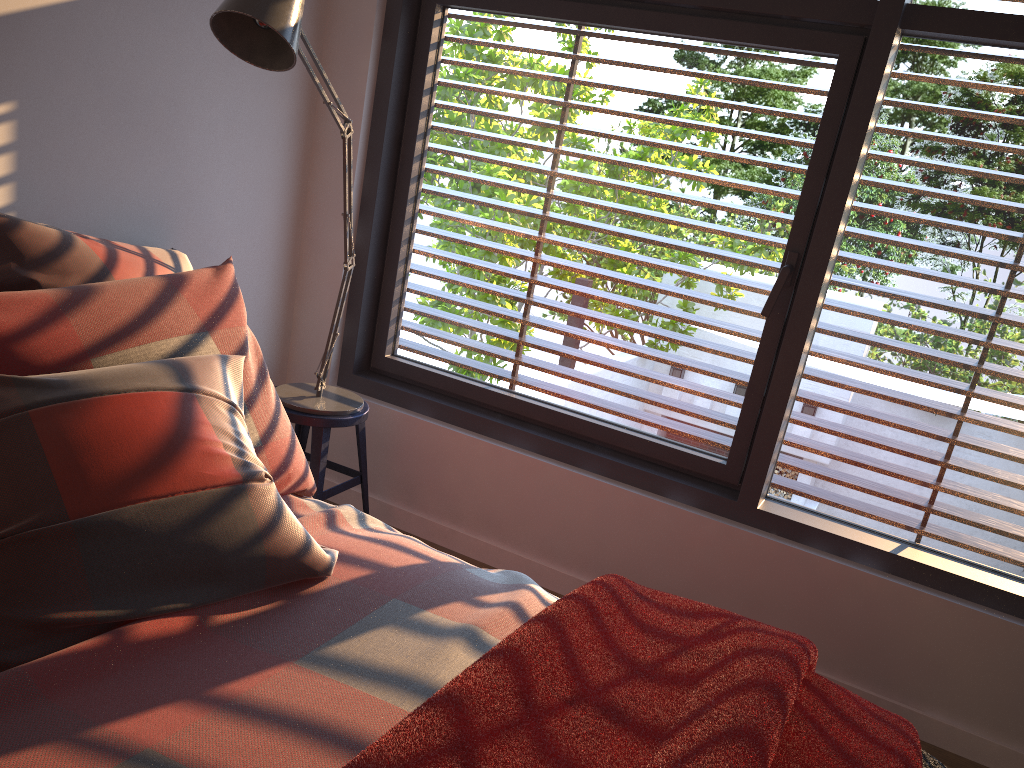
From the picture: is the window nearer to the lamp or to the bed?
the lamp

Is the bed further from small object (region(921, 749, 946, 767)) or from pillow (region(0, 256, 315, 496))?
small object (region(921, 749, 946, 767))

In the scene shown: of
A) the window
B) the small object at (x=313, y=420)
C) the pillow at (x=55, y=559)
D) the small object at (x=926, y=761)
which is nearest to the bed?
the pillow at (x=55, y=559)

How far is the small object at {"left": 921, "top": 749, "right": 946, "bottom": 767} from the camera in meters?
1.7

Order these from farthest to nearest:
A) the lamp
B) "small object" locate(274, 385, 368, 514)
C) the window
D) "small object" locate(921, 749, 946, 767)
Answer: "small object" locate(274, 385, 368, 514) < the window < the lamp < "small object" locate(921, 749, 946, 767)

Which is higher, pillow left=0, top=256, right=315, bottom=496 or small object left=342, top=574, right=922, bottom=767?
pillow left=0, top=256, right=315, bottom=496

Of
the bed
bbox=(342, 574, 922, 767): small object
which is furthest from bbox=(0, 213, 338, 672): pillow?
bbox=(342, 574, 922, 767): small object

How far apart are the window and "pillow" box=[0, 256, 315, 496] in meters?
0.9

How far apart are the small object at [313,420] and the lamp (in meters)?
0.02

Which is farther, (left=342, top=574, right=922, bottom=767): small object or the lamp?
the lamp
